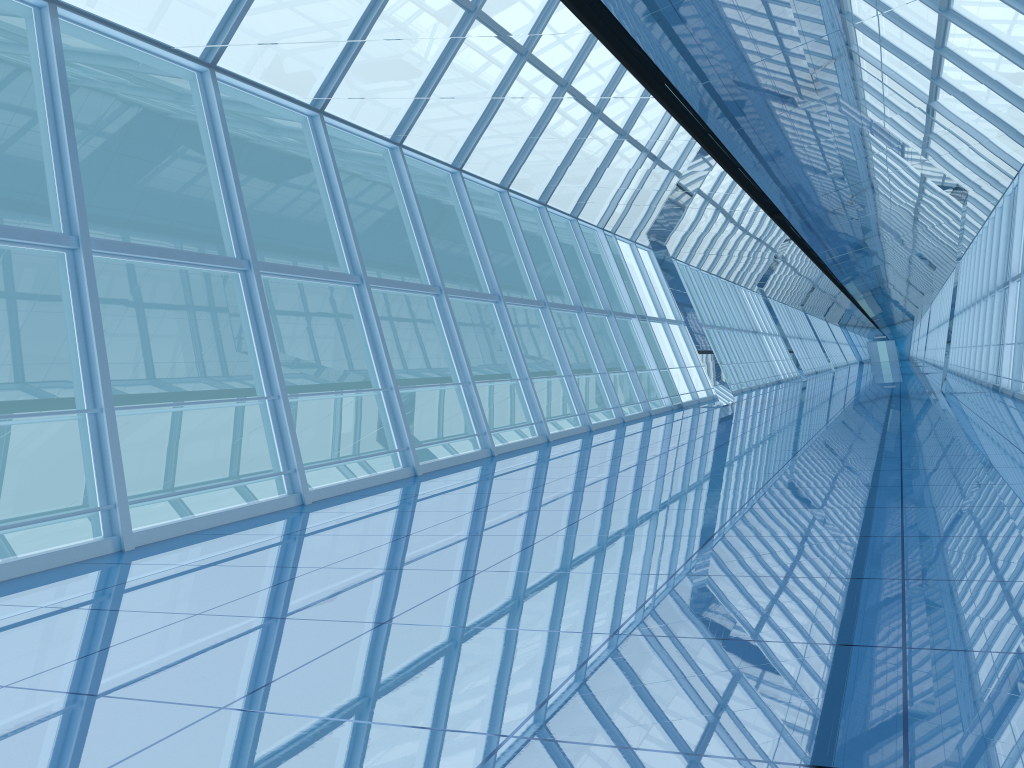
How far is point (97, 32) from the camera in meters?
7.7

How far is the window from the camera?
7.7 meters
